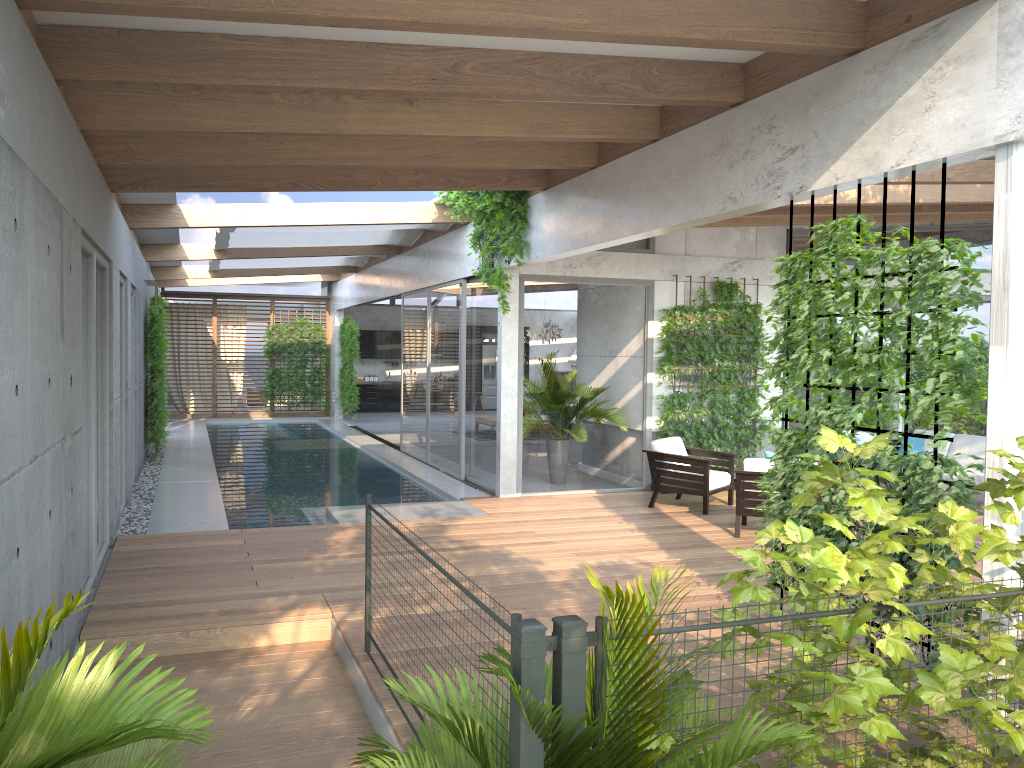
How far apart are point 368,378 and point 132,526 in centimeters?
1648cm

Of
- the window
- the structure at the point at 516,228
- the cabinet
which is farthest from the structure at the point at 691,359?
the cabinet

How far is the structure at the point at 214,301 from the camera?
22.1 meters

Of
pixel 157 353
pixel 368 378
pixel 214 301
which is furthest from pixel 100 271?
pixel 368 378

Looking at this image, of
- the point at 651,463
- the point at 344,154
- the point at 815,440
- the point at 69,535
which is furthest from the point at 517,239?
the point at 69,535

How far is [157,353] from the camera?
13.06m

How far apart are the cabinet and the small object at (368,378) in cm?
49

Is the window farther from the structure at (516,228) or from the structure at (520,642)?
the structure at (520,642)

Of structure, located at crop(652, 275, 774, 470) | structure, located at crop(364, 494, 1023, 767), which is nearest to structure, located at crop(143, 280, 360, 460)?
structure, located at crop(652, 275, 774, 470)

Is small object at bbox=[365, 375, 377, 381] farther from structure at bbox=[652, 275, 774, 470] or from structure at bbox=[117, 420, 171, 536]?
structure at bbox=[652, 275, 774, 470]
